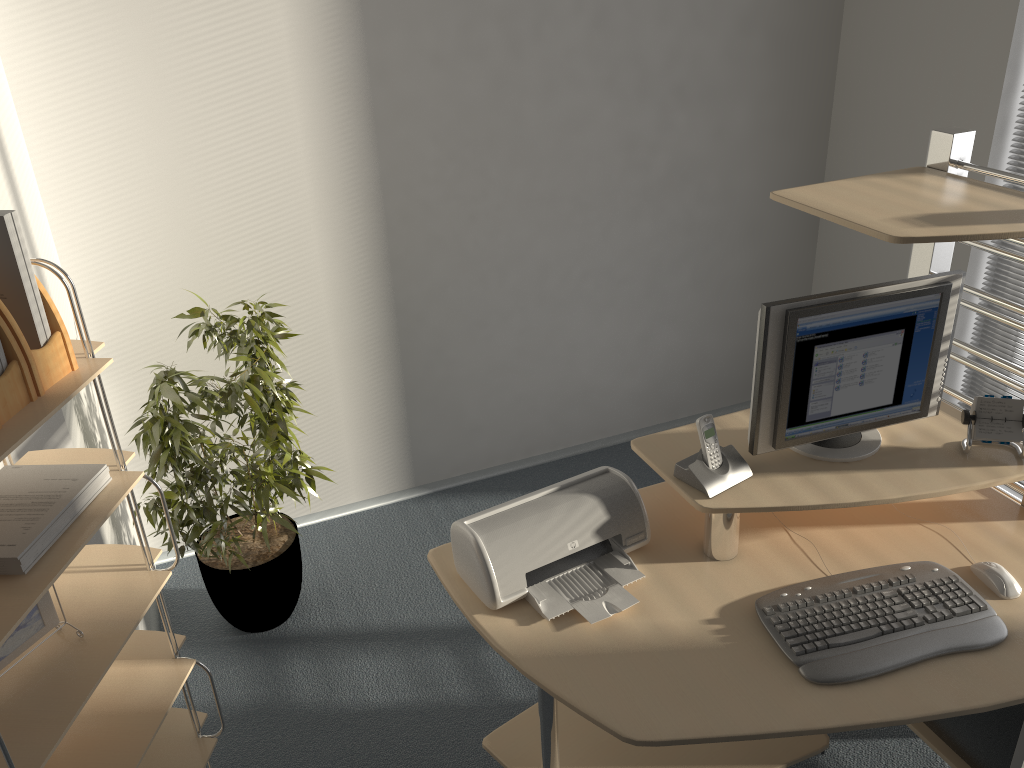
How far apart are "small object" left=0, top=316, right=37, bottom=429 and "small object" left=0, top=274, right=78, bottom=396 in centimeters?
1cm

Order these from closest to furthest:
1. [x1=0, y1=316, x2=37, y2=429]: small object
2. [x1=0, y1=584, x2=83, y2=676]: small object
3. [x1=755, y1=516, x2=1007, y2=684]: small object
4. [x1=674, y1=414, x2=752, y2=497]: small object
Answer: [x1=0, y1=316, x2=37, y2=429]: small object < [x1=0, y1=584, x2=83, y2=676]: small object < [x1=755, y1=516, x2=1007, y2=684]: small object < [x1=674, y1=414, x2=752, y2=497]: small object

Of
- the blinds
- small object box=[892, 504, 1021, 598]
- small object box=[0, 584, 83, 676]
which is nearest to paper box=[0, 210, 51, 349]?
small object box=[0, 584, 83, 676]

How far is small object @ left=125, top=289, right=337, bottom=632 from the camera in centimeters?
253cm

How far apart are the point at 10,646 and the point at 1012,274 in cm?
321

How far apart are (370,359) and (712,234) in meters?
1.5 m

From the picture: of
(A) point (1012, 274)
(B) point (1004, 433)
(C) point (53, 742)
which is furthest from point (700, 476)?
(A) point (1012, 274)

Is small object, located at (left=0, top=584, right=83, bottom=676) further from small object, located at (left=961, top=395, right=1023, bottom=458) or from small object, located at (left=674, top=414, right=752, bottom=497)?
small object, located at (left=961, top=395, right=1023, bottom=458)

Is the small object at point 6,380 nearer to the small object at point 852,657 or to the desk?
the desk

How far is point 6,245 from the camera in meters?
1.5
